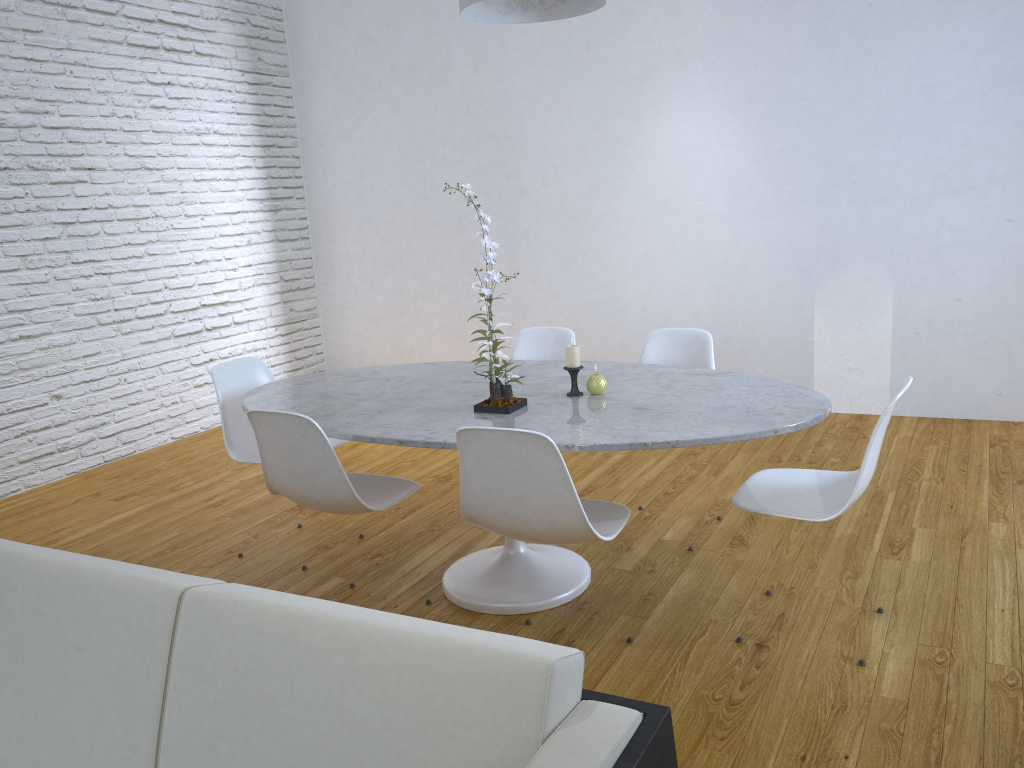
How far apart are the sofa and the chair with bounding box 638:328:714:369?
2.2m

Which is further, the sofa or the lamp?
the lamp

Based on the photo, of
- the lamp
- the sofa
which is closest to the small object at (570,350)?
the lamp

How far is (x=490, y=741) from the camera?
1.0 meters

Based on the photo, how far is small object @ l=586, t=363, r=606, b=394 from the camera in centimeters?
259cm

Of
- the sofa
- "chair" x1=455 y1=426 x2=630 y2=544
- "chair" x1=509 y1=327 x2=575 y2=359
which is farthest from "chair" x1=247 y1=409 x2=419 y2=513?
"chair" x1=509 y1=327 x2=575 y2=359

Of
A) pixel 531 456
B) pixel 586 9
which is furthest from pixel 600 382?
pixel 586 9

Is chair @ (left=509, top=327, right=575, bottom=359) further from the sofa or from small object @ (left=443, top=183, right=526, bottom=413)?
the sofa

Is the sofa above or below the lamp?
below

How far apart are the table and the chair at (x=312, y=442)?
0.0m
